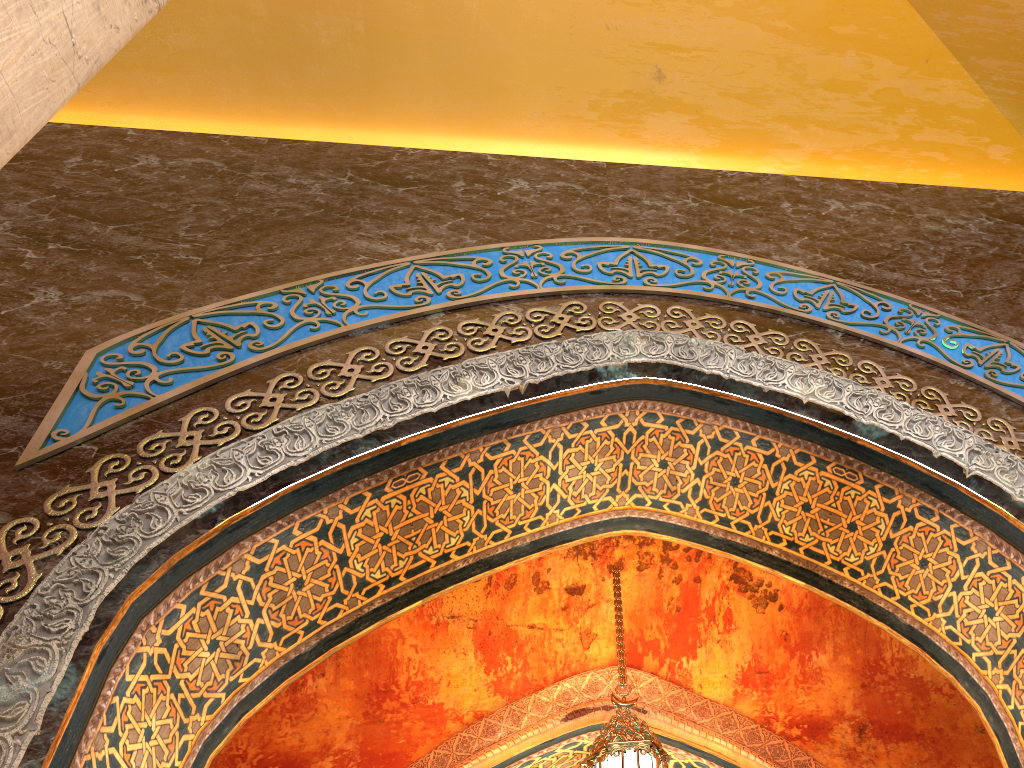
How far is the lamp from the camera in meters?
4.7 m

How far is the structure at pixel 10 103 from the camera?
1.4 meters

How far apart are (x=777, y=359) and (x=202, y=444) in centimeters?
254cm

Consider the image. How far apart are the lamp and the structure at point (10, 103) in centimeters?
424cm

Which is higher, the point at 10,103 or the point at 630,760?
the point at 630,760

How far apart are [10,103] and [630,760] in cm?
441

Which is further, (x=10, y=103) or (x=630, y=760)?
(x=630, y=760)

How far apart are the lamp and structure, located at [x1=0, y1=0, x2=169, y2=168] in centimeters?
424cm

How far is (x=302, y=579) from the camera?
3.83m

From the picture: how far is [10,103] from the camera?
1.4m
